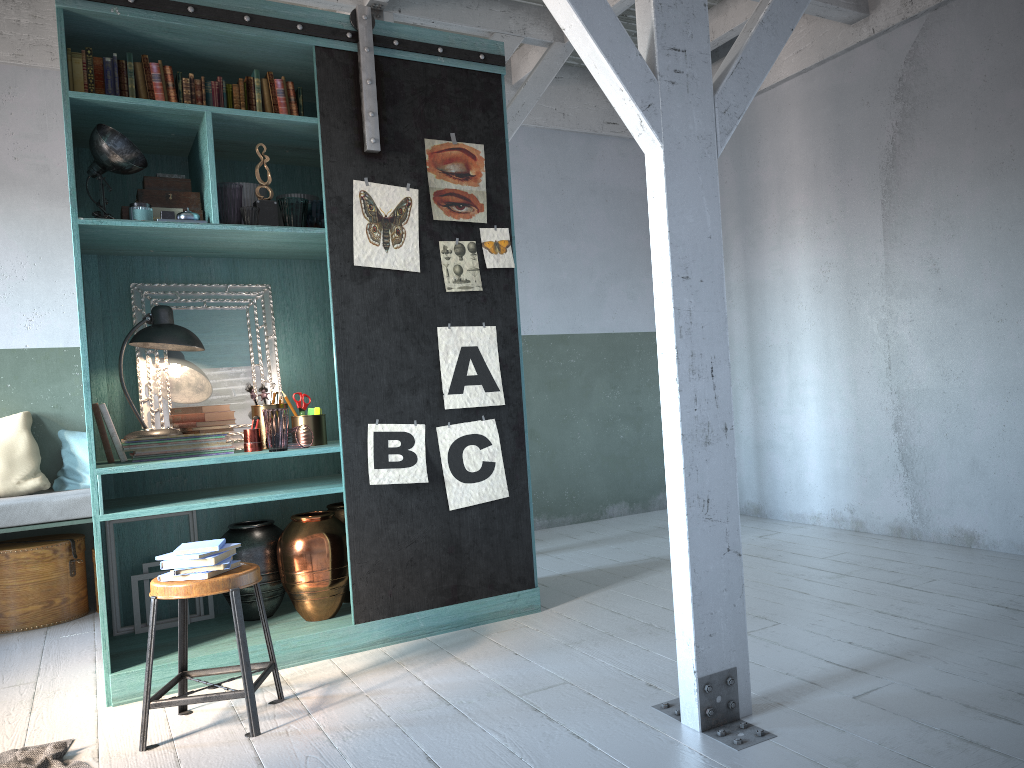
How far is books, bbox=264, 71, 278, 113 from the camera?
4.84m

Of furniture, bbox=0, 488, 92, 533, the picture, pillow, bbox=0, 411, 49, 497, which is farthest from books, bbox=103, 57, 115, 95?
pillow, bbox=0, 411, 49, 497

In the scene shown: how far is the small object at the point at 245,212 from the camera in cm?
463

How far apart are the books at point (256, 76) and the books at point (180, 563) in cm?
261

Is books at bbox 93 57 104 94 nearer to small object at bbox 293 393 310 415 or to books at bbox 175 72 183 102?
books at bbox 175 72 183 102

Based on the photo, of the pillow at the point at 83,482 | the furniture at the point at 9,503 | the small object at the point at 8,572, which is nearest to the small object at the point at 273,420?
the furniture at the point at 9,503

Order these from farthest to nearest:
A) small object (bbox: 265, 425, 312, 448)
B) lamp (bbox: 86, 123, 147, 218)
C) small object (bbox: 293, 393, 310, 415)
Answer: small object (bbox: 293, 393, 310, 415) < small object (bbox: 265, 425, 312, 448) < lamp (bbox: 86, 123, 147, 218)

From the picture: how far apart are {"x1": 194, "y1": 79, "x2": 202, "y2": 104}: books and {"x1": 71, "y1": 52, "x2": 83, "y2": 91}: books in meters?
0.6 m

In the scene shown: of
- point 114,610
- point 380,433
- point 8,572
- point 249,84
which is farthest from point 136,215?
point 8,572

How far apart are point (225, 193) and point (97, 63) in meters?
0.9
